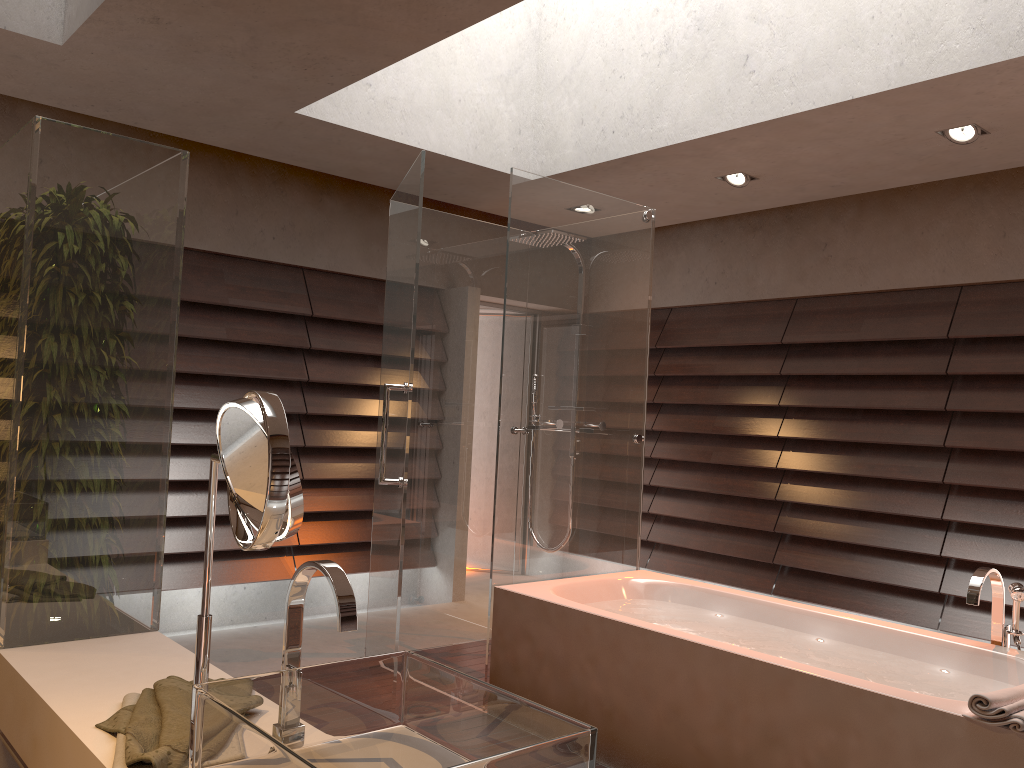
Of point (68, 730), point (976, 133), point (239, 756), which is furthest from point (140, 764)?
point (976, 133)

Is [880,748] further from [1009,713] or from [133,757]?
[133,757]

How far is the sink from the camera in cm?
104

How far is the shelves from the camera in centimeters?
181cm

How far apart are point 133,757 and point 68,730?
0.3m

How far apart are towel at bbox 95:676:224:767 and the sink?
0.17m

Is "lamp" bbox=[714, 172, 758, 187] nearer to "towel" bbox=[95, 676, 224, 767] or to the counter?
the counter

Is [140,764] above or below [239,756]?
below

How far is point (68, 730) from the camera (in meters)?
1.53

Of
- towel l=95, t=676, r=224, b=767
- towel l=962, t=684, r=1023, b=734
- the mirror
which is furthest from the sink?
towel l=962, t=684, r=1023, b=734
